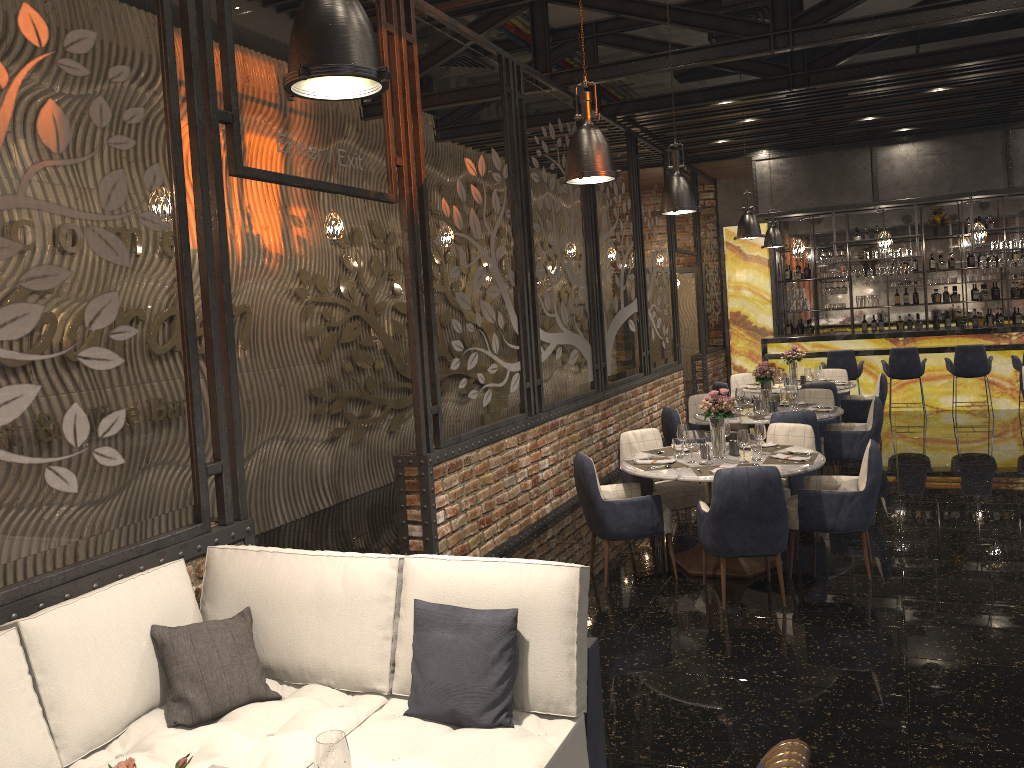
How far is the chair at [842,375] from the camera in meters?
11.3

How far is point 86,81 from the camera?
3.5 meters

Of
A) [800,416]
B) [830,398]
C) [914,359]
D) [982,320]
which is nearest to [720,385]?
[830,398]

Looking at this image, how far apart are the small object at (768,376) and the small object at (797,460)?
2.4 meters

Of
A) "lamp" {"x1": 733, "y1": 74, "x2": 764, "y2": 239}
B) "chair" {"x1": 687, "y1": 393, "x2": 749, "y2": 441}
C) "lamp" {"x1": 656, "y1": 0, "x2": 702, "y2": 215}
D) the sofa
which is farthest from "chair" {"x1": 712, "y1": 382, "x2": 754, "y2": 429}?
the sofa

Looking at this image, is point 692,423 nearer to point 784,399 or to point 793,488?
point 784,399

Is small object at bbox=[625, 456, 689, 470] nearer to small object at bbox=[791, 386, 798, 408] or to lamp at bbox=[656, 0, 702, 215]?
lamp at bbox=[656, 0, 702, 215]

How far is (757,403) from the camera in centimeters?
826cm

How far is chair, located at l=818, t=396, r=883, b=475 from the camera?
7.98m

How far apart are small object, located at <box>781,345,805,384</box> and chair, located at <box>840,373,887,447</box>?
0.7 meters
